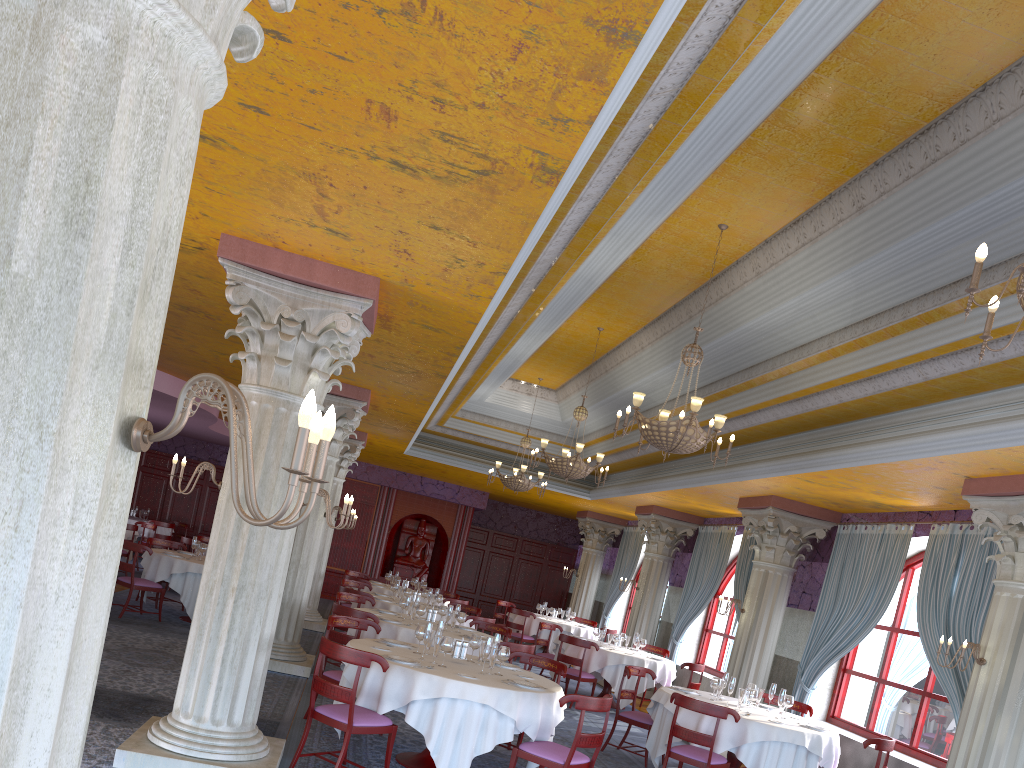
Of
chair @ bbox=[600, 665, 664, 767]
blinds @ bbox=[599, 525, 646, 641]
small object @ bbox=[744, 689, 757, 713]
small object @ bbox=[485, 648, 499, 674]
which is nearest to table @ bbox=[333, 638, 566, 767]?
small object @ bbox=[485, 648, 499, 674]

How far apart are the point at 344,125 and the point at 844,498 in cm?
843

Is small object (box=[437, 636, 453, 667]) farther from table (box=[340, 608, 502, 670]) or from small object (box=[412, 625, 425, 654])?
table (box=[340, 608, 502, 670])

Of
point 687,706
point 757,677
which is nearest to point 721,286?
point 687,706

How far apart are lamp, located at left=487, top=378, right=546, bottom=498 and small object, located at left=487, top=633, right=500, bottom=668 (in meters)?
7.51

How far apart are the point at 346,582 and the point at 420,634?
7.2m

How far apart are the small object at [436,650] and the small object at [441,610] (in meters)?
3.82

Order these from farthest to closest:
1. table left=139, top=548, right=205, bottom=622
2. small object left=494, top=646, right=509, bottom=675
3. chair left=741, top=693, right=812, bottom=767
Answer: table left=139, top=548, right=205, bottom=622, chair left=741, top=693, right=812, bottom=767, small object left=494, top=646, right=509, bottom=675

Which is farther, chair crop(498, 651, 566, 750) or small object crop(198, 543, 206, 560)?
small object crop(198, 543, 206, 560)

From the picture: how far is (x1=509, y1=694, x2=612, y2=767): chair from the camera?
6.4 meters
